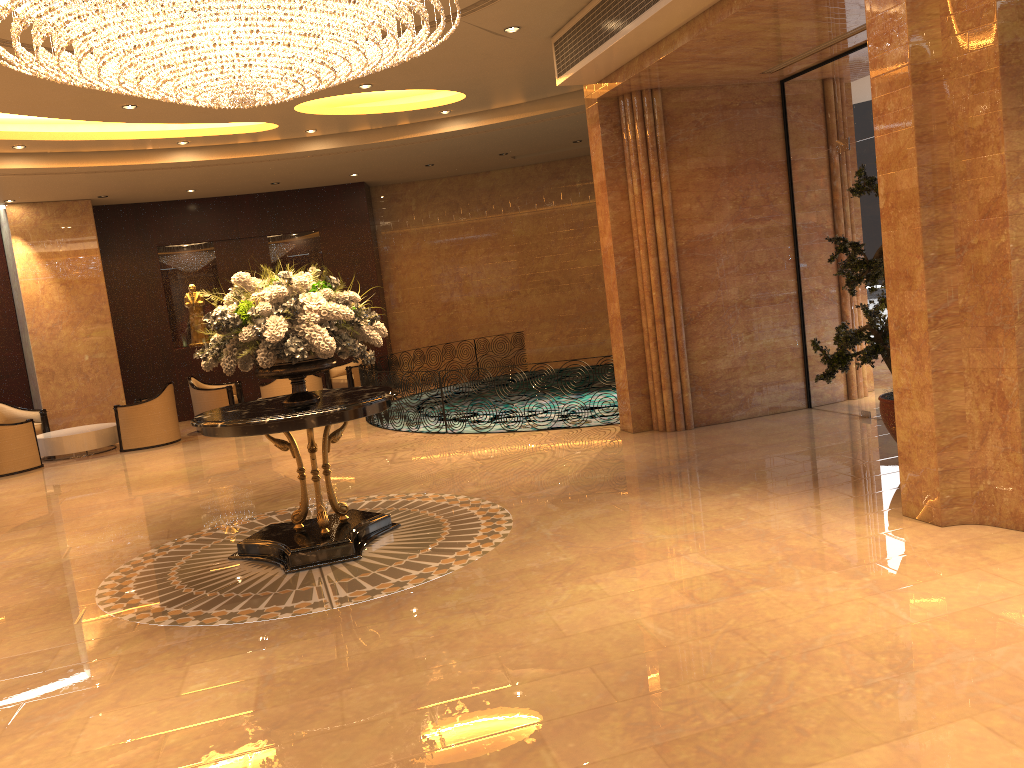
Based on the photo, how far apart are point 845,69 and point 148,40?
6.3m

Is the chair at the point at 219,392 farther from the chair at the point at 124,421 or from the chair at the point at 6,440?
the chair at the point at 6,440

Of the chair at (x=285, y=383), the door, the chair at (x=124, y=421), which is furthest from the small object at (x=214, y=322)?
the chair at (x=124, y=421)

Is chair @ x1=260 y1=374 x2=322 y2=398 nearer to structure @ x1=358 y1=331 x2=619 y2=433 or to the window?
structure @ x1=358 y1=331 x2=619 y2=433

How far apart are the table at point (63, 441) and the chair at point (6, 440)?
0.5 meters

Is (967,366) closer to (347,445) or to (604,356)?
(604,356)

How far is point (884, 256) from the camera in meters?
5.4

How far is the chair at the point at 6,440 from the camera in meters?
12.1

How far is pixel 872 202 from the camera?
8.4m

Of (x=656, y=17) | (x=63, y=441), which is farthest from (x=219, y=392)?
(x=656, y=17)
